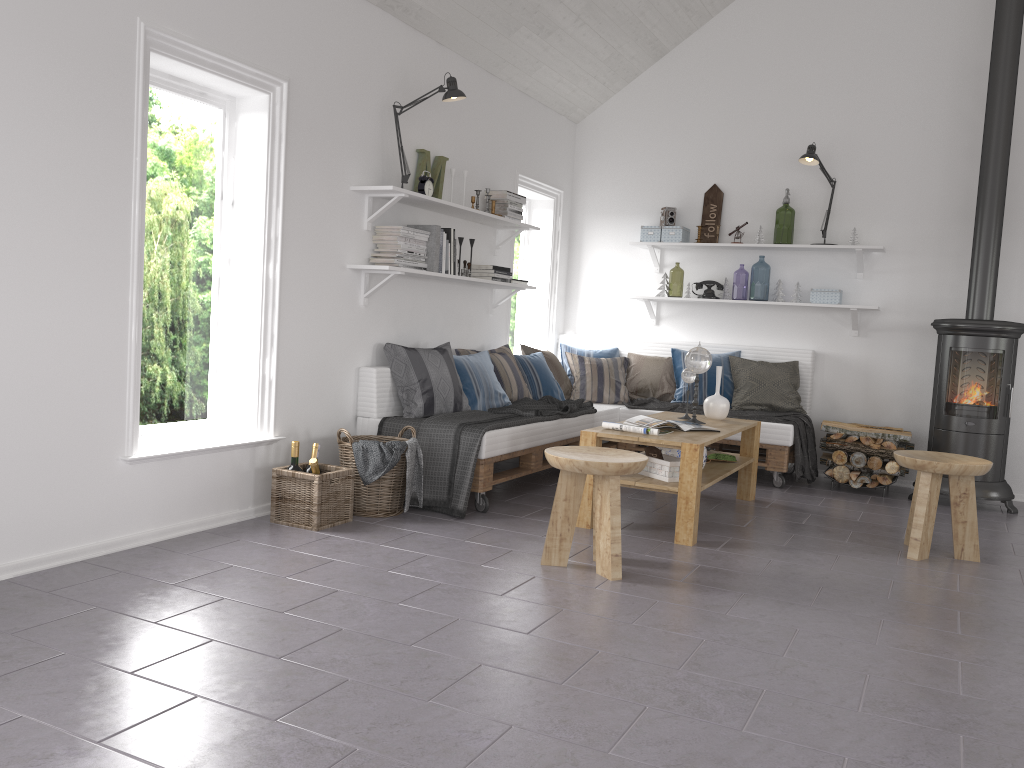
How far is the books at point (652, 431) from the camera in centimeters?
437cm

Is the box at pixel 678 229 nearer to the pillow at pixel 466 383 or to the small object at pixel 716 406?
the small object at pixel 716 406

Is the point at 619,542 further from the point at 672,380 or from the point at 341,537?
the point at 672,380

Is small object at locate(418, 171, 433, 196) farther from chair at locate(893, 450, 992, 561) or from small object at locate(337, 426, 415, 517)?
chair at locate(893, 450, 992, 561)

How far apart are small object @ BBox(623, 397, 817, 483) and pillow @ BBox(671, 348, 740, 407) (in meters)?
0.09

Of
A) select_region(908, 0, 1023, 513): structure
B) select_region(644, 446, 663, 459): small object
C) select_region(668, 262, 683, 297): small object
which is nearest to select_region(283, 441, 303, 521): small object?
select_region(644, 446, 663, 459): small object

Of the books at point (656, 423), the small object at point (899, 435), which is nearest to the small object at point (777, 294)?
the small object at point (899, 435)

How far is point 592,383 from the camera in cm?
655

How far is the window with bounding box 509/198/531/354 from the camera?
7.1 meters

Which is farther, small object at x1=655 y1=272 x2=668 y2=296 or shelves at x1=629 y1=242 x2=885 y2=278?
small object at x1=655 y1=272 x2=668 y2=296
